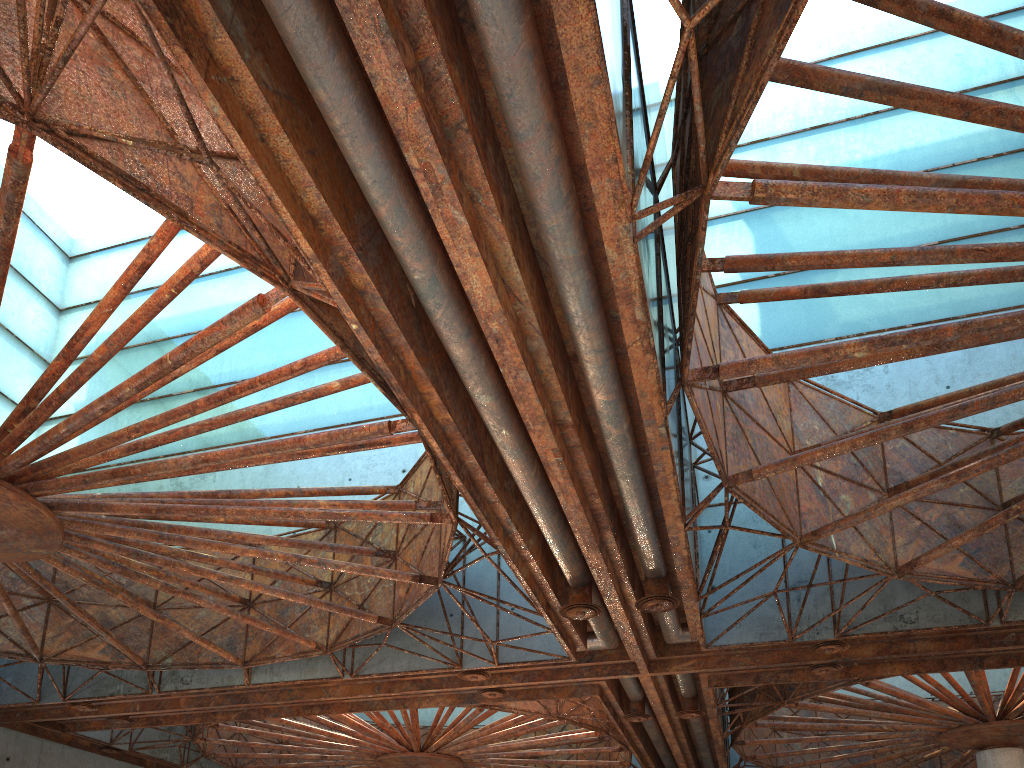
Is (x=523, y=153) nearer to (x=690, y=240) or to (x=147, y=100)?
(x=690, y=240)
